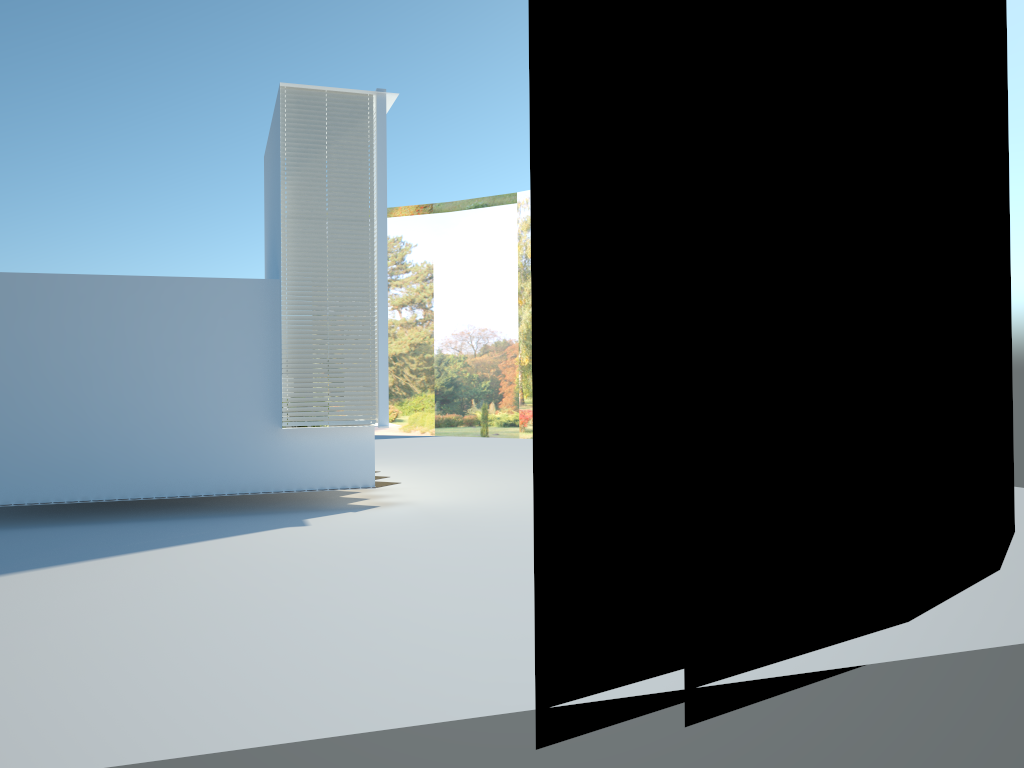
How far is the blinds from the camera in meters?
11.0 m

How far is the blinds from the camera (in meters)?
11.03

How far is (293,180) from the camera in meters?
11.0
